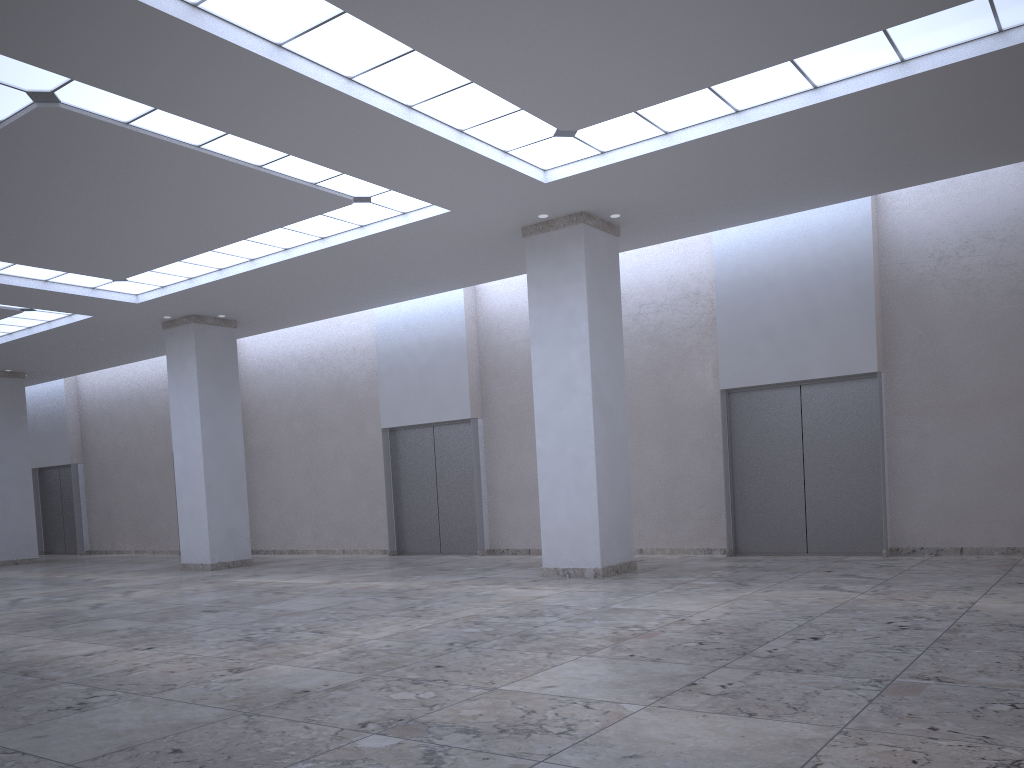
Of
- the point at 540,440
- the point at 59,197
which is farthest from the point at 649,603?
the point at 59,197
